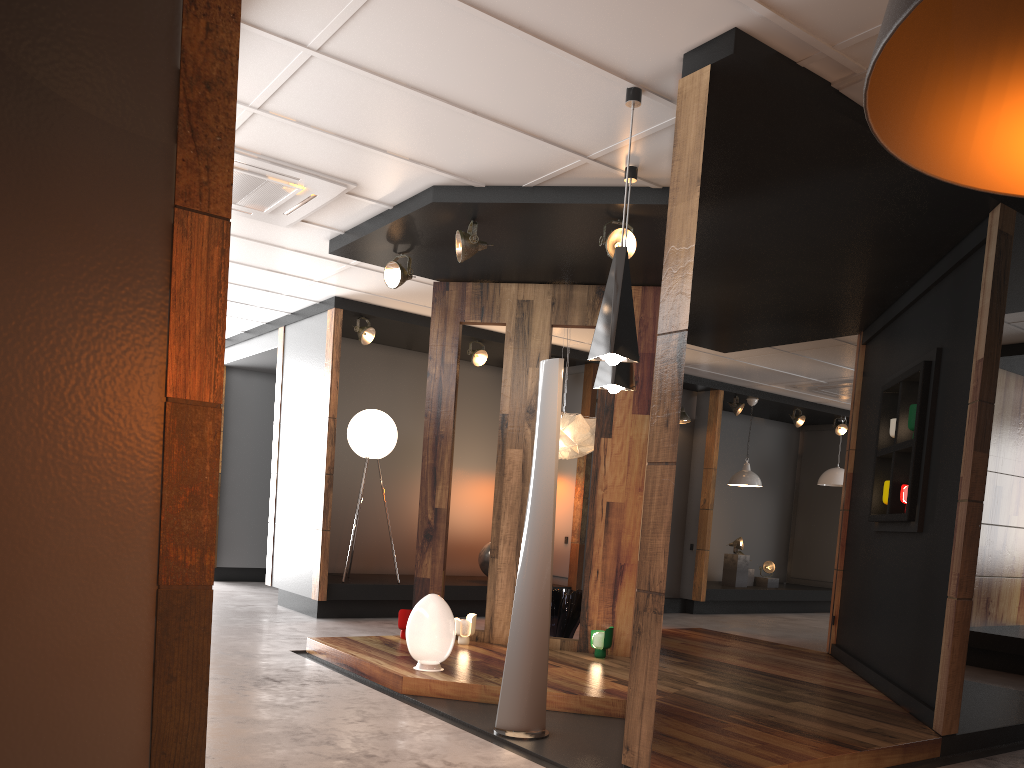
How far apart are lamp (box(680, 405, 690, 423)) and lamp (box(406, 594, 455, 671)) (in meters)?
6.32

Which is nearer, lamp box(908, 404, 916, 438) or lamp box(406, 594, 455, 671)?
lamp box(406, 594, 455, 671)

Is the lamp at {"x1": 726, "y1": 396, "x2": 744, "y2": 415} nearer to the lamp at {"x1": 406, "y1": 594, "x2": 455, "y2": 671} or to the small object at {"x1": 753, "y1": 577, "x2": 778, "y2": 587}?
the small object at {"x1": 753, "y1": 577, "x2": 778, "y2": 587}

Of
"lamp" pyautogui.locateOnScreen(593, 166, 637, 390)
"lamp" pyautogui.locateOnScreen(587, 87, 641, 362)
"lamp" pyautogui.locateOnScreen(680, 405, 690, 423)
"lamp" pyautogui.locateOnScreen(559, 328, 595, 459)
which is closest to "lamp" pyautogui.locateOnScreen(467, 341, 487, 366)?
"lamp" pyautogui.locateOnScreen(559, 328, 595, 459)

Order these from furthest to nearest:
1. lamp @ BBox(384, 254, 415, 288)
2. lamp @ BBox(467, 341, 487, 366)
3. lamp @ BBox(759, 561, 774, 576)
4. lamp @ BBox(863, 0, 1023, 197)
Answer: lamp @ BBox(759, 561, 774, 576) → lamp @ BBox(467, 341, 487, 366) → lamp @ BBox(384, 254, 415, 288) → lamp @ BBox(863, 0, 1023, 197)

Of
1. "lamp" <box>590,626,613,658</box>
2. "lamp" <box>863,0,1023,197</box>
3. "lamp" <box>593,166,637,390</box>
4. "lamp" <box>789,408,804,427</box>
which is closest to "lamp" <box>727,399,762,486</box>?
"lamp" <box>789,408,804,427</box>

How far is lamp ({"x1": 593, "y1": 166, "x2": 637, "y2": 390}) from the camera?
4.7 meters

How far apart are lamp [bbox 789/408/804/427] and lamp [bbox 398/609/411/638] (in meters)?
A: 7.58

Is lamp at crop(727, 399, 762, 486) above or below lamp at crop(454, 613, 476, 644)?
above

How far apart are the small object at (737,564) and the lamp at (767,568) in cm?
57
